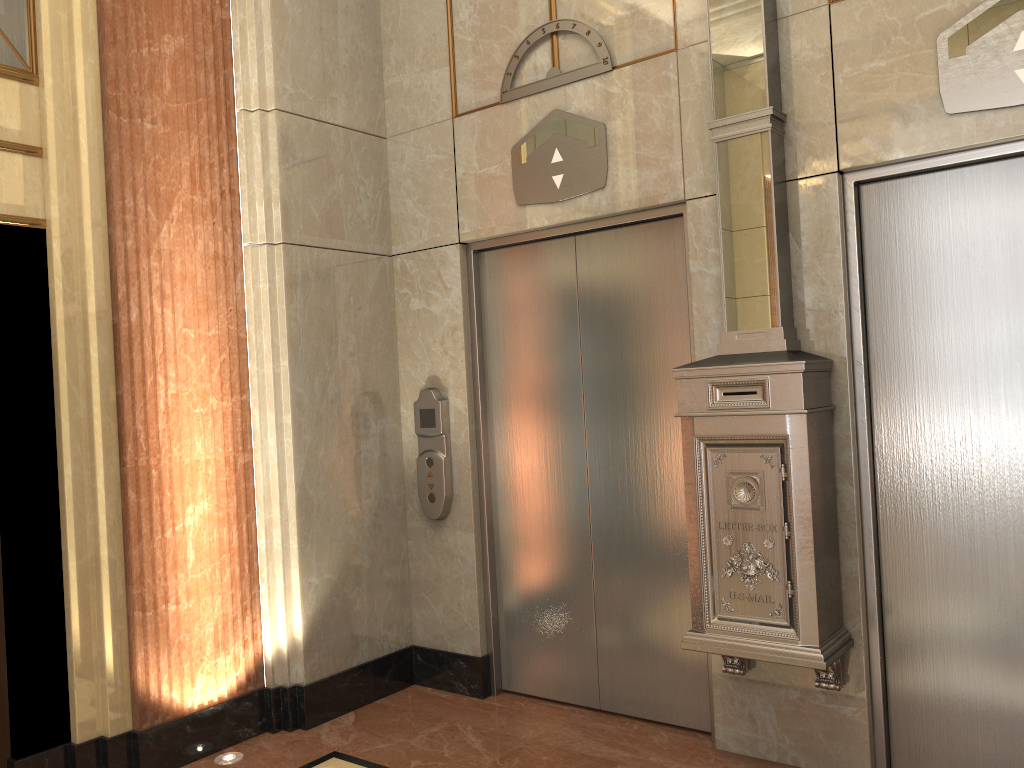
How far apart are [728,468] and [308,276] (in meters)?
2.11
